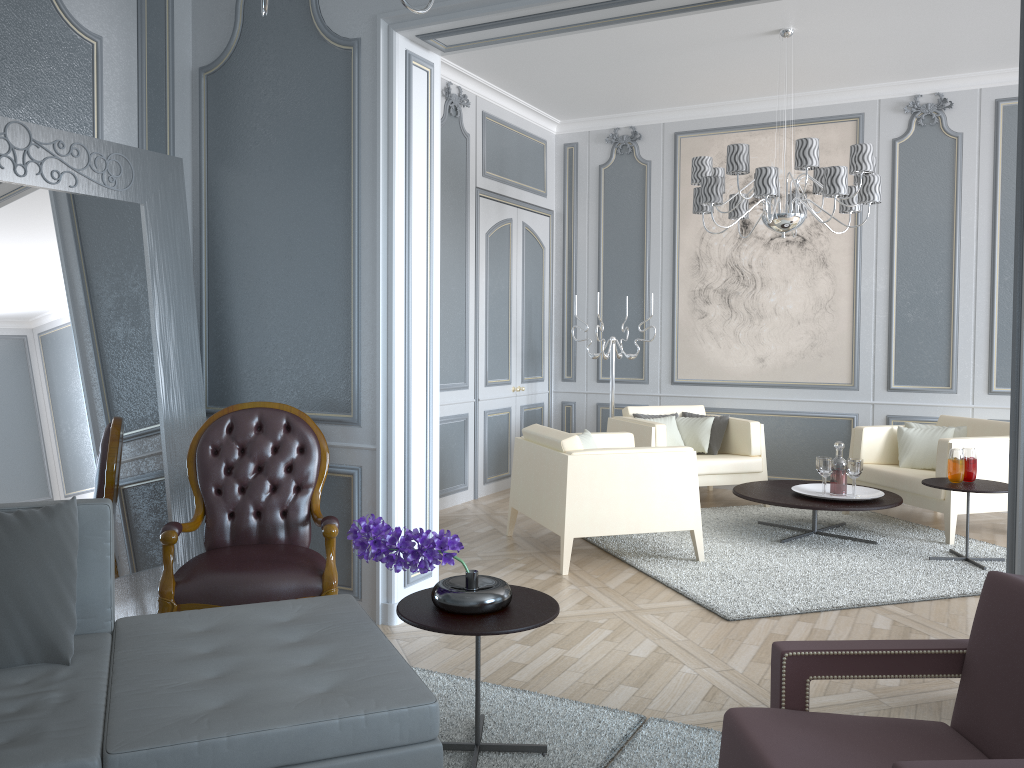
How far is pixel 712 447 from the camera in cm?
580

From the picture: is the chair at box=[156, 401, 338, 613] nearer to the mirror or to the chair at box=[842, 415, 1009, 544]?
the mirror

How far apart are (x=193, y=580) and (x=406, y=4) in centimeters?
197cm

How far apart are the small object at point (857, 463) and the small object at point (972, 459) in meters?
0.5 m

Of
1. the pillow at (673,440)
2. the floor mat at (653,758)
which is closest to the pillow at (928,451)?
the pillow at (673,440)

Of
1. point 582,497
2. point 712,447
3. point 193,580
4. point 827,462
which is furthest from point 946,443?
point 193,580

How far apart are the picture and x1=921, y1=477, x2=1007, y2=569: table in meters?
1.7

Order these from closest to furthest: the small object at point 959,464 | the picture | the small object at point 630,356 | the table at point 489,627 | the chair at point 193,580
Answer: the table at point 489,627 < the chair at point 193,580 < the small object at point 959,464 < the picture < the small object at point 630,356

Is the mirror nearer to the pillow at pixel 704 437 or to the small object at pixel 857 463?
the small object at pixel 857 463

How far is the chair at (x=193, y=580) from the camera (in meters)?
2.81
